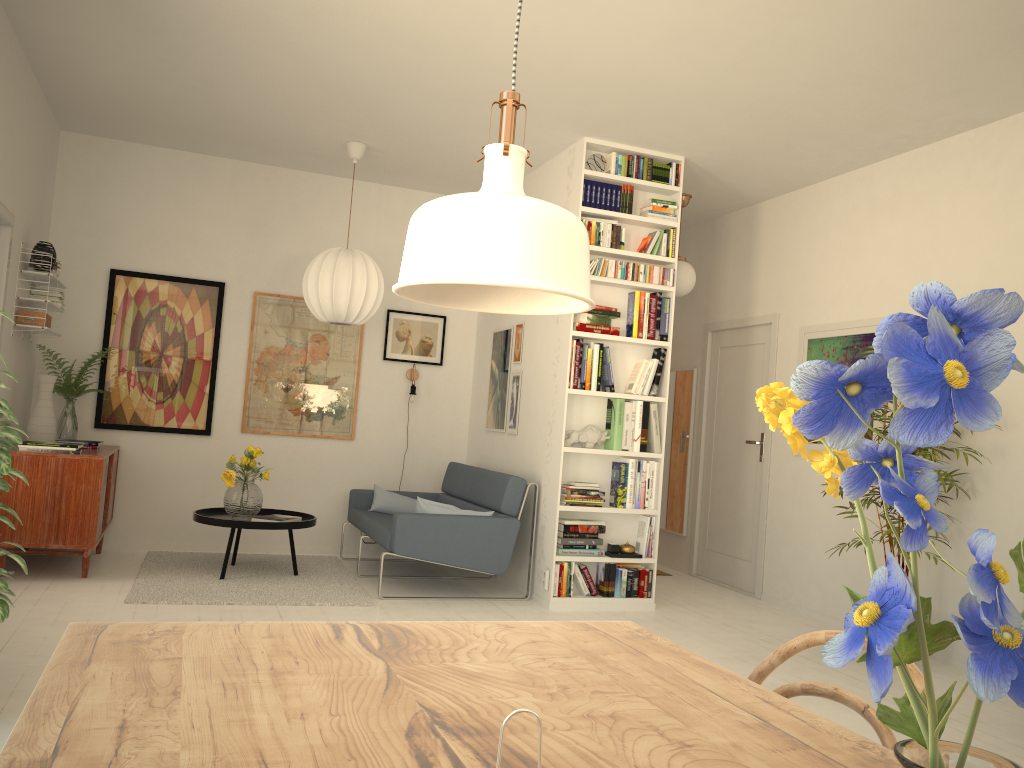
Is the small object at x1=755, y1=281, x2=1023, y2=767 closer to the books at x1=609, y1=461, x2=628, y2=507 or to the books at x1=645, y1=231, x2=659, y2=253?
the books at x1=609, y1=461, x2=628, y2=507

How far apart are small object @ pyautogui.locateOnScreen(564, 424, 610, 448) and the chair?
4.1m

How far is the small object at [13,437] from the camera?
2.7m

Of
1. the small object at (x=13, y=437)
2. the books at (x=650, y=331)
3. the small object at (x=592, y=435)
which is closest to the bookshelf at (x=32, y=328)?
the small object at (x=13, y=437)

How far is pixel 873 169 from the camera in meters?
5.6 m

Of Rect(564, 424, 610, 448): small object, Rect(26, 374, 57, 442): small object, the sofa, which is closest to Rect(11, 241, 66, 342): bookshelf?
Rect(26, 374, 57, 442): small object

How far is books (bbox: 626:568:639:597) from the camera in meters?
5.6

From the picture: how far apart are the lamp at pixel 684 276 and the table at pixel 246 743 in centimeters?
518cm

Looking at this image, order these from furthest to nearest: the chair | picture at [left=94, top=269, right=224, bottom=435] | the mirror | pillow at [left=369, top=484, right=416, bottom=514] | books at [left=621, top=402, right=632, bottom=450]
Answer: the mirror < pillow at [left=369, top=484, right=416, bottom=514] < picture at [left=94, top=269, right=224, bottom=435] < books at [left=621, top=402, right=632, bottom=450] < the chair

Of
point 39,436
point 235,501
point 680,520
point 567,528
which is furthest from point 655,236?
point 39,436
